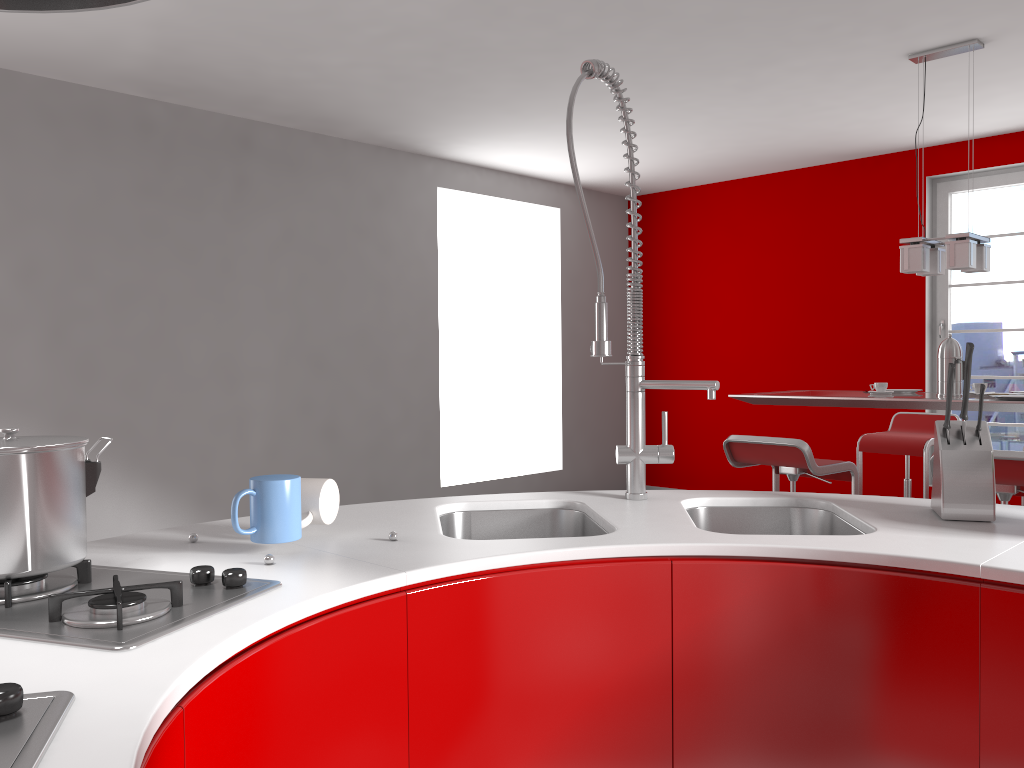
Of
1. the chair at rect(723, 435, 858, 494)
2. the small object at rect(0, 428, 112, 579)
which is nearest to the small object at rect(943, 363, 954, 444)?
the small object at rect(0, 428, 112, 579)

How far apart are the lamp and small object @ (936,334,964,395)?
0.3 meters

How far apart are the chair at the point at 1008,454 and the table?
0.38m

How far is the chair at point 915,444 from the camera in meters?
4.8

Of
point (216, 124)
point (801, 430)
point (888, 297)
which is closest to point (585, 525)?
point (216, 124)

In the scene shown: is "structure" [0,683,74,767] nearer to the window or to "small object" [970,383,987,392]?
"small object" [970,383,987,392]

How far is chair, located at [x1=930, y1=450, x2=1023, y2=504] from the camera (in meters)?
3.04

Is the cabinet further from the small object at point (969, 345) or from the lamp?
the lamp

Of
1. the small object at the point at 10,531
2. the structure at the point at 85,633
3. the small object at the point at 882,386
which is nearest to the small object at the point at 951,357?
the small object at the point at 882,386

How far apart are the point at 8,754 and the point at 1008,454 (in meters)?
3.15
